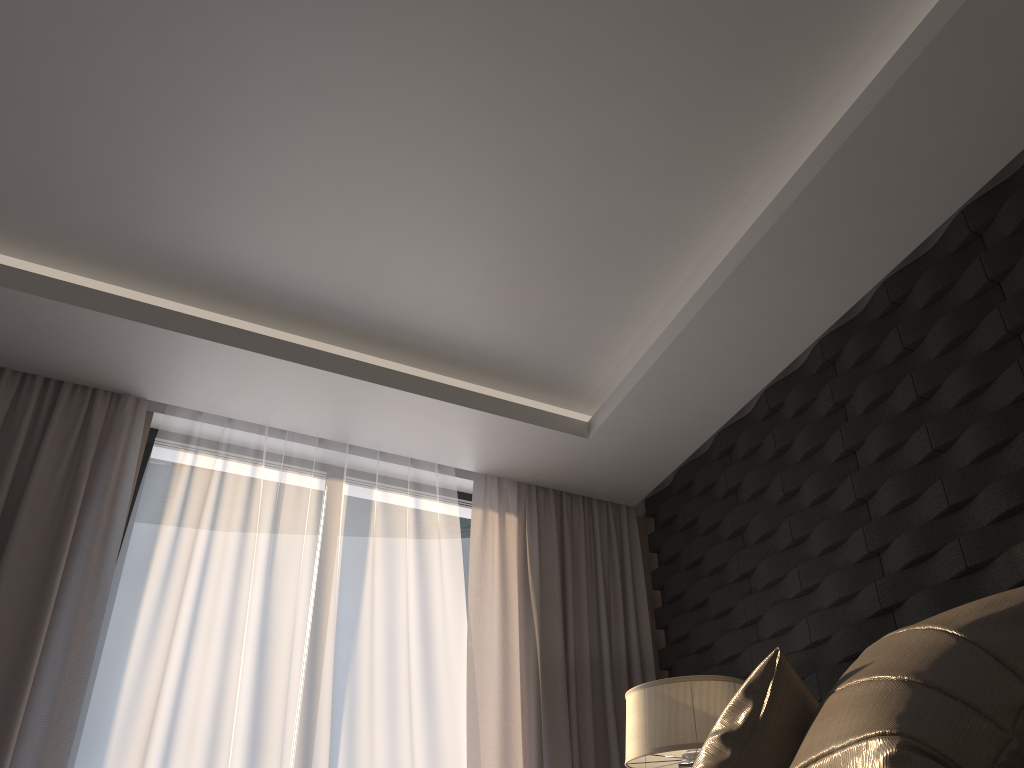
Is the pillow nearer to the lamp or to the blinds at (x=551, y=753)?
the lamp

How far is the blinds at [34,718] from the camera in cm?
302

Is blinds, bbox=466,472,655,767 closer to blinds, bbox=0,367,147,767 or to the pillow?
blinds, bbox=0,367,147,767

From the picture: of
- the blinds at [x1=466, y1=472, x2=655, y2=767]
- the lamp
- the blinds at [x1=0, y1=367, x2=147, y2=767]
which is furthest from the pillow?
the blinds at [x1=0, y1=367, x2=147, y2=767]

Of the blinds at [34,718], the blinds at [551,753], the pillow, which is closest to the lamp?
the blinds at [551,753]

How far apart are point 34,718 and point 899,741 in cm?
286

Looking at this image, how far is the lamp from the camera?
2.8 meters

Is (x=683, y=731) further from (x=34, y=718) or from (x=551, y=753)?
(x=34, y=718)

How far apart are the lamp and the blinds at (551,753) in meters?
0.8 m

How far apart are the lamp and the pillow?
1.1 meters
